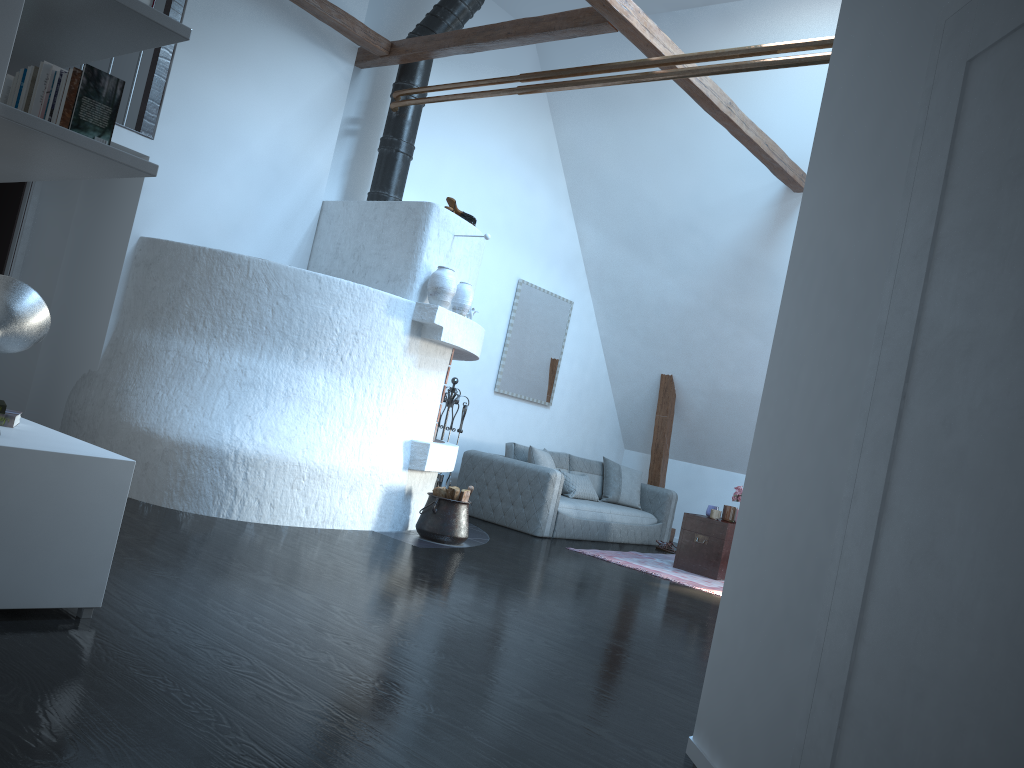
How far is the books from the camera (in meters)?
2.63

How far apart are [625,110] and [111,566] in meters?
6.7 m

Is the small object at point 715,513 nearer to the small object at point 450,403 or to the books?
the small object at point 450,403

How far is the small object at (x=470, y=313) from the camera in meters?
6.6 m

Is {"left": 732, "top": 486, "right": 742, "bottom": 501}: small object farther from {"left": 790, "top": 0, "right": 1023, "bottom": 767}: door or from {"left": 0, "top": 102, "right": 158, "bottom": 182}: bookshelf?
{"left": 0, "top": 102, "right": 158, "bottom": 182}: bookshelf

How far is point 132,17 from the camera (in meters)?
2.68

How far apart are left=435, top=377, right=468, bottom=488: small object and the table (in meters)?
2.19

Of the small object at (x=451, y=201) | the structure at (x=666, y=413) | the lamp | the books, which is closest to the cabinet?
the books

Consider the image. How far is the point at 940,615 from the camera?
1.6 meters

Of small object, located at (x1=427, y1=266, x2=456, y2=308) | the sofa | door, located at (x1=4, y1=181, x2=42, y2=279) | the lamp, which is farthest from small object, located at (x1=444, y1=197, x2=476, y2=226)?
the lamp
